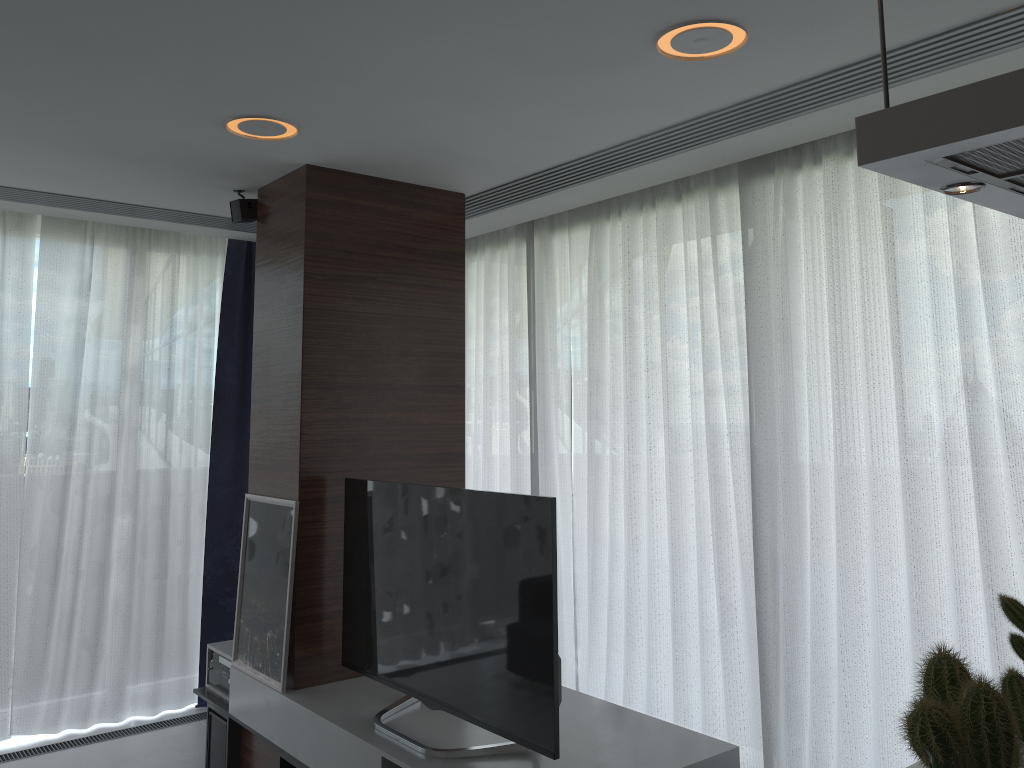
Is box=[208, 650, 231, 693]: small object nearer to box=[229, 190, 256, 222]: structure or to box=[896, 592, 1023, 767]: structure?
box=[229, 190, 256, 222]: structure

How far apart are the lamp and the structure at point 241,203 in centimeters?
77cm

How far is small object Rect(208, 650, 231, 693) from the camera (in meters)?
3.97

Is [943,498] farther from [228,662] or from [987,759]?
[228,662]

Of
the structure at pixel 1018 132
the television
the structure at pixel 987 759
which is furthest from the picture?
the structure at pixel 1018 132

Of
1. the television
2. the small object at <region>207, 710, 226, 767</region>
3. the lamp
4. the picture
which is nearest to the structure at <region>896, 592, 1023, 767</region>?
the television

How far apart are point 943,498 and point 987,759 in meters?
1.9

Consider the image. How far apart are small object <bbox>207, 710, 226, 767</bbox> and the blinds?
0.96m

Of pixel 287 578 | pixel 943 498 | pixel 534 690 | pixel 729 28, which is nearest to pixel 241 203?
pixel 287 578

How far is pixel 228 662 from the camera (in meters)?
3.97
